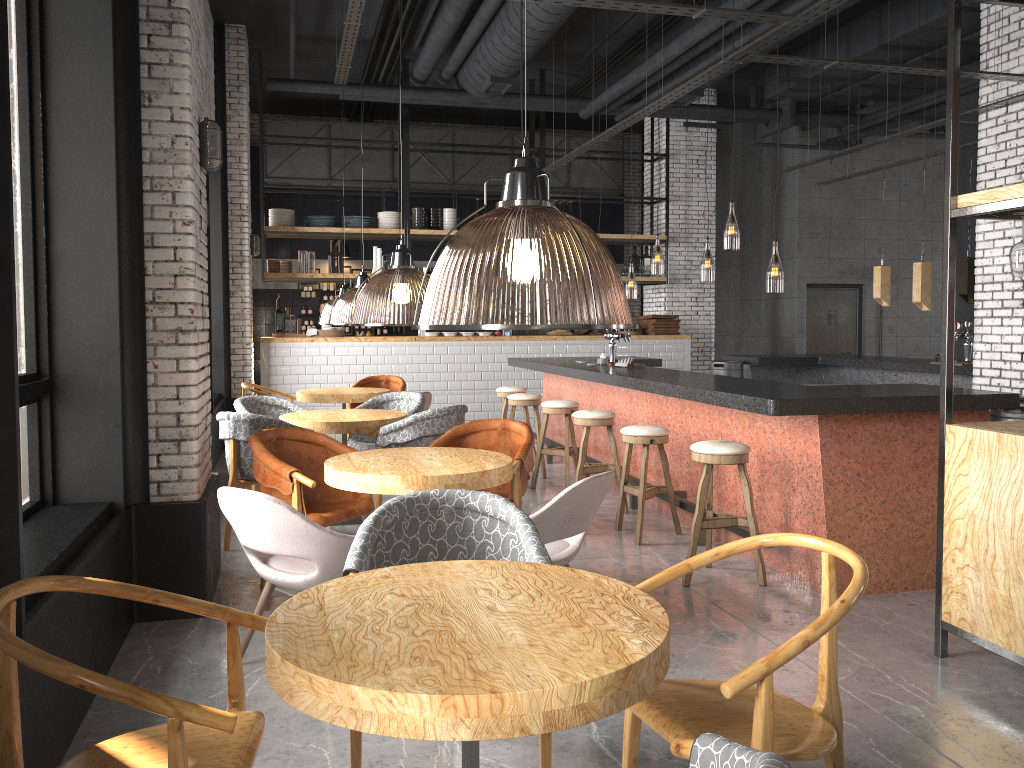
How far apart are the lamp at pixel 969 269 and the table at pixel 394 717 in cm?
758

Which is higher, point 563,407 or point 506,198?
point 506,198

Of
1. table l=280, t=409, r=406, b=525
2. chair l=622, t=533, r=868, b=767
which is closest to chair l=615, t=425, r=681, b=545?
table l=280, t=409, r=406, b=525

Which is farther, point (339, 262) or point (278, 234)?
point (339, 262)

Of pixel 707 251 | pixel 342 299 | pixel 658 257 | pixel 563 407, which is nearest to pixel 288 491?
pixel 563 407

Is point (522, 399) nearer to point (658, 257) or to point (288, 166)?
point (288, 166)

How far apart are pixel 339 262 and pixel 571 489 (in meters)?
8.97

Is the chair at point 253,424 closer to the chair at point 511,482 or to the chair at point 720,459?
the chair at point 511,482

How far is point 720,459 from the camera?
4.95m

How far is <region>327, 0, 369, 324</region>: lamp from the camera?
8.6 meters
